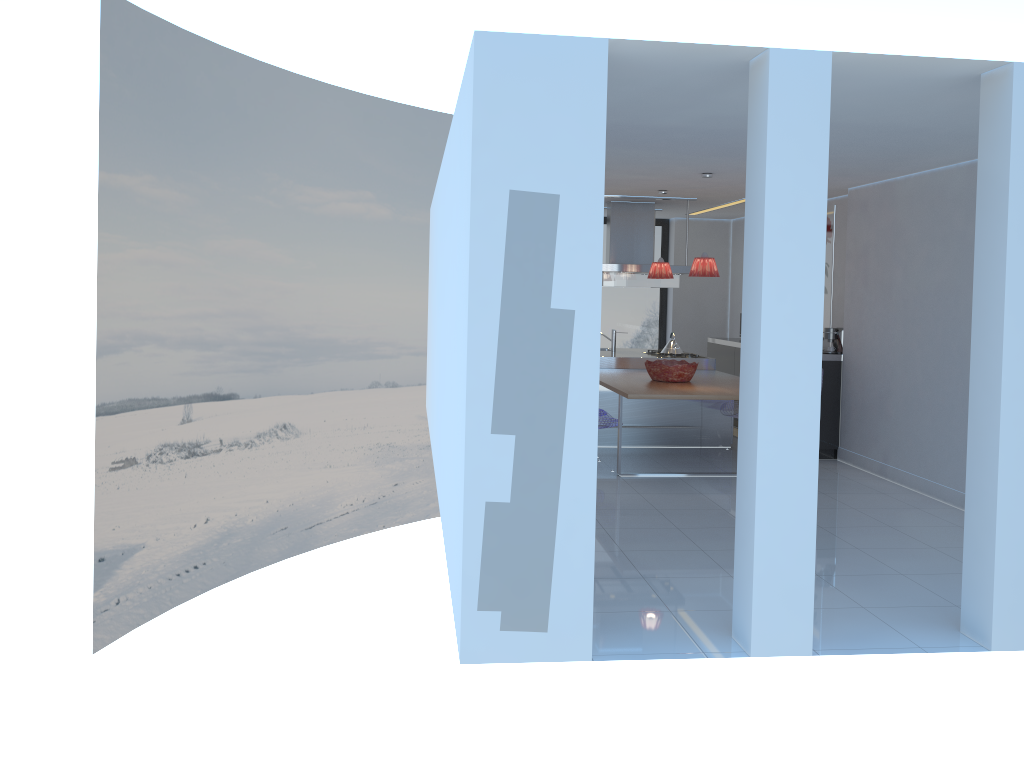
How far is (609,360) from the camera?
9.1 meters

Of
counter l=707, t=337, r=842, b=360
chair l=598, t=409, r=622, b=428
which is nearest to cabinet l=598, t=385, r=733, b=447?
chair l=598, t=409, r=622, b=428

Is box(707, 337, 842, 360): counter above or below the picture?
below

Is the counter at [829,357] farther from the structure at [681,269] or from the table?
the structure at [681,269]

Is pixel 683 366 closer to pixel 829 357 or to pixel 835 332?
pixel 829 357

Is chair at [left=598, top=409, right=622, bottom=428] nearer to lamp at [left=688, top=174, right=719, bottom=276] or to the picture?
lamp at [left=688, top=174, right=719, bottom=276]

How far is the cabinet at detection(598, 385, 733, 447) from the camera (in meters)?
8.62

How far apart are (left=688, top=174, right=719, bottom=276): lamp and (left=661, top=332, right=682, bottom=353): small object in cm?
232

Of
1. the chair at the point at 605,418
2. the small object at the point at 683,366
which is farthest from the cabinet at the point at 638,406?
the chair at the point at 605,418

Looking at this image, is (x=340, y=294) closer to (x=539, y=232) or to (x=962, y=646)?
(x=539, y=232)
